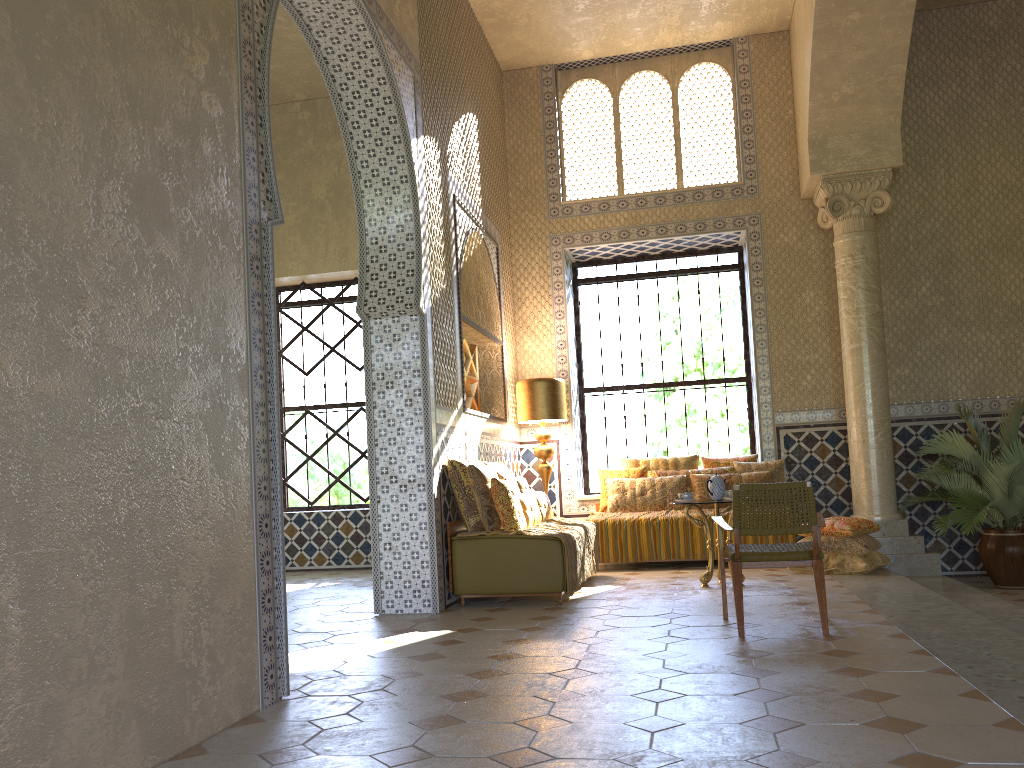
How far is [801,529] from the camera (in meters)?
6.98

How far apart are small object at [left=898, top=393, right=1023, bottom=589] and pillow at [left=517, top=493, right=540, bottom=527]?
4.92m

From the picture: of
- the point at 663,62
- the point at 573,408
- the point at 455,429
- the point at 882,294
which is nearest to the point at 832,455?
the point at 882,294

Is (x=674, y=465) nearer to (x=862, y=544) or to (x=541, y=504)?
(x=541, y=504)

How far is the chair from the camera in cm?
698

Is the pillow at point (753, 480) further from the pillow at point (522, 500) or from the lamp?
the pillow at point (522, 500)

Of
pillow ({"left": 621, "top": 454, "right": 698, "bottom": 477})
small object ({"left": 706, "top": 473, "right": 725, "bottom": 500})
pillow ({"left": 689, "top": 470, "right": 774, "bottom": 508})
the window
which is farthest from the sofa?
the window

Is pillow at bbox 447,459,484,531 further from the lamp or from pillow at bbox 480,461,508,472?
the lamp

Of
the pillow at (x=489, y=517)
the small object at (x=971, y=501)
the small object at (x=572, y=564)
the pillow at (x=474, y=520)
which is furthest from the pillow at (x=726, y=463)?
the pillow at (x=474, y=520)

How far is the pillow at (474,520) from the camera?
9.6m
